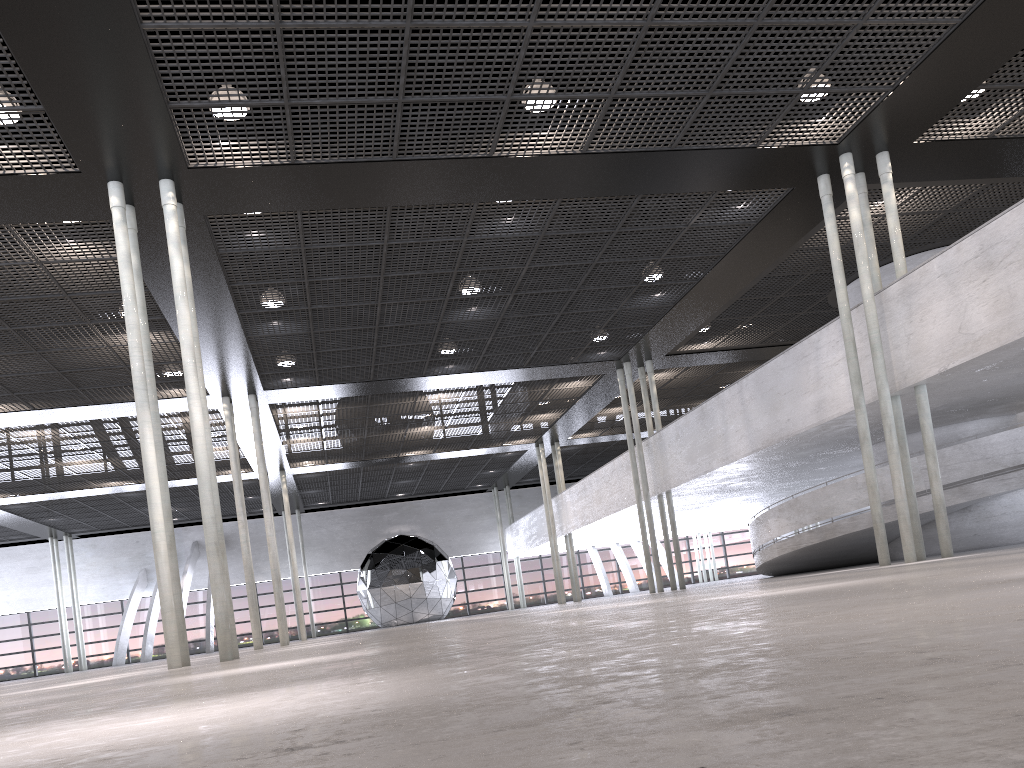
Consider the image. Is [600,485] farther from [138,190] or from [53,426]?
[138,190]
